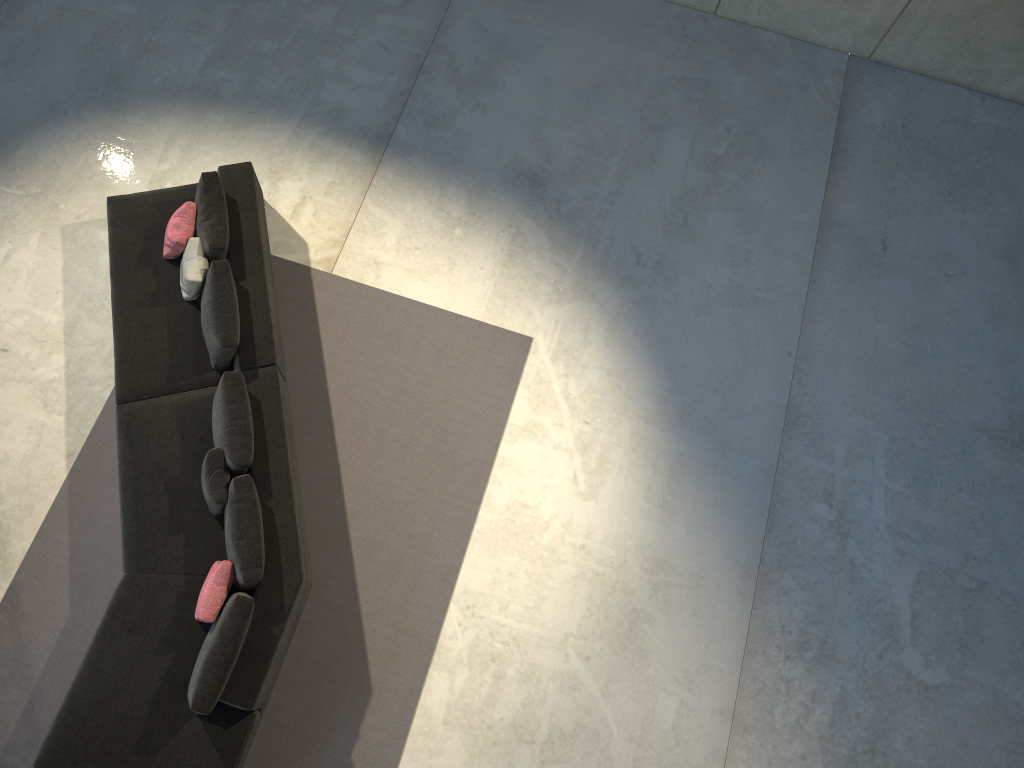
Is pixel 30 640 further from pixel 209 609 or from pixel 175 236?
pixel 175 236

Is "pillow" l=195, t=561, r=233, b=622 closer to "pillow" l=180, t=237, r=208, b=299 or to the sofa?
the sofa

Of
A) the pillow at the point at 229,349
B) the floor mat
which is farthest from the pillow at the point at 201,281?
the floor mat

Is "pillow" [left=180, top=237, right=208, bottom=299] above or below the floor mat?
above

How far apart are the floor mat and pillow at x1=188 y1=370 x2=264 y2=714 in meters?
0.6 m

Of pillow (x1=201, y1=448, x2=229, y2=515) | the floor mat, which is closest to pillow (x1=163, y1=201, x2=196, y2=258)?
the floor mat

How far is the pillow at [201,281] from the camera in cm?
566

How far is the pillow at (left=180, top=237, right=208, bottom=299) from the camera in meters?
5.7 m

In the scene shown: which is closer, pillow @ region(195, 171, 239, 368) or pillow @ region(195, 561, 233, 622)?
pillow @ region(195, 561, 233, 622)

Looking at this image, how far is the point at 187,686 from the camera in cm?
521
